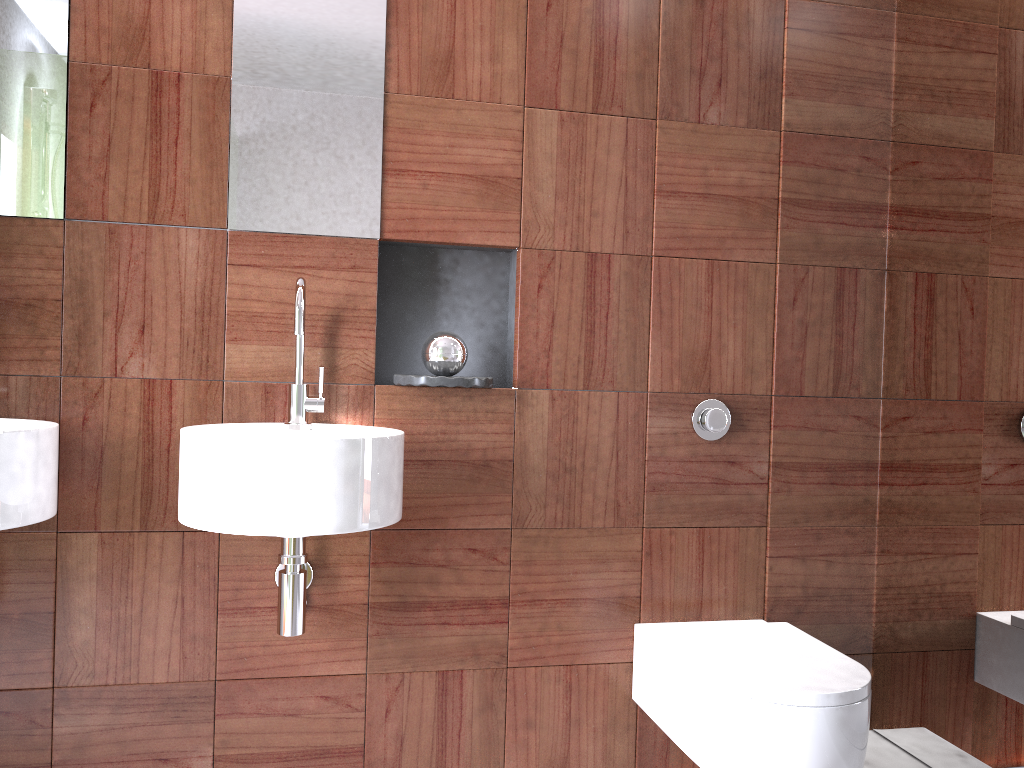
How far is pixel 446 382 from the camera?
1.86m

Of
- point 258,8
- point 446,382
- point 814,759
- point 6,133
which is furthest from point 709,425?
point 6,133

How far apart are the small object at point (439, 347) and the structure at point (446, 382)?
0.1m

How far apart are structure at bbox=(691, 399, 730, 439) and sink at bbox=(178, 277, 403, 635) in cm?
74

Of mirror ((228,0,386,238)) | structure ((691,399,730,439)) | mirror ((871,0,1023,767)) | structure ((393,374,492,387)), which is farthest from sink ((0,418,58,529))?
mirror ((871,0,1023,767))

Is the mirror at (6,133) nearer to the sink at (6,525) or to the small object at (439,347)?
the sink at (6,525)

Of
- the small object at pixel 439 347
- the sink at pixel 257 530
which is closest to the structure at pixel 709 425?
the small object at pixel 439 347

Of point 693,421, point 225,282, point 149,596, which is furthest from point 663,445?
point 149,596

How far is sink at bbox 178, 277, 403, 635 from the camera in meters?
1.5

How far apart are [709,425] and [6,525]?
1.44m
